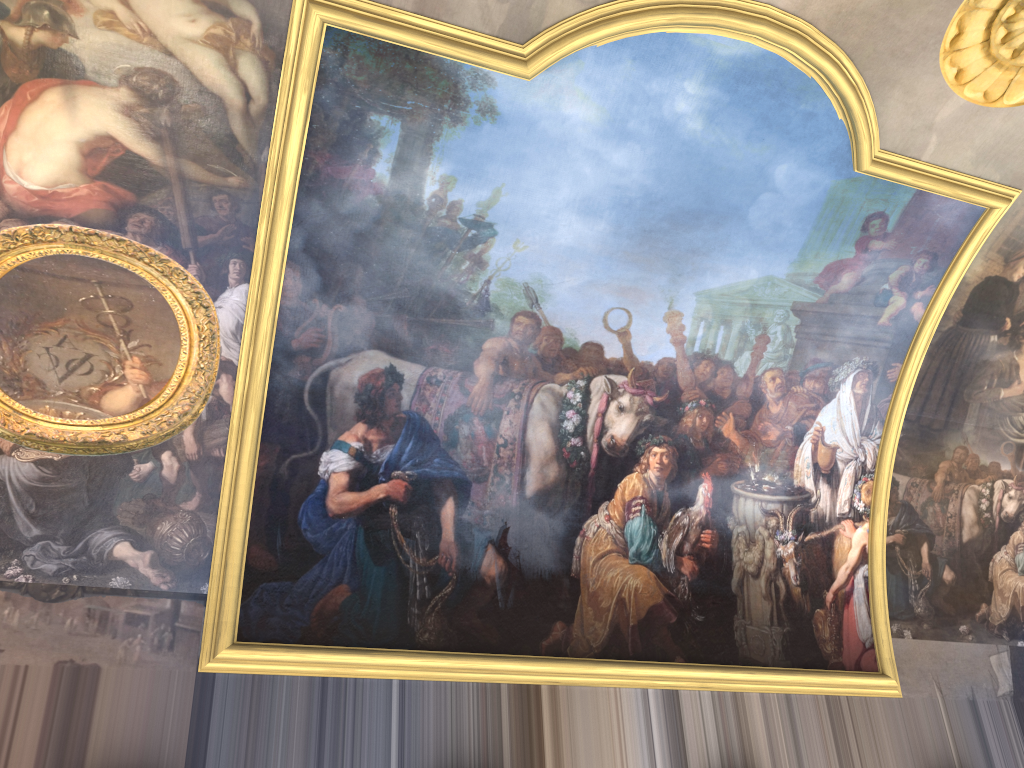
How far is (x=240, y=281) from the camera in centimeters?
963cm

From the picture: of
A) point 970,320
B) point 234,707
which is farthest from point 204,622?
point 970,320
